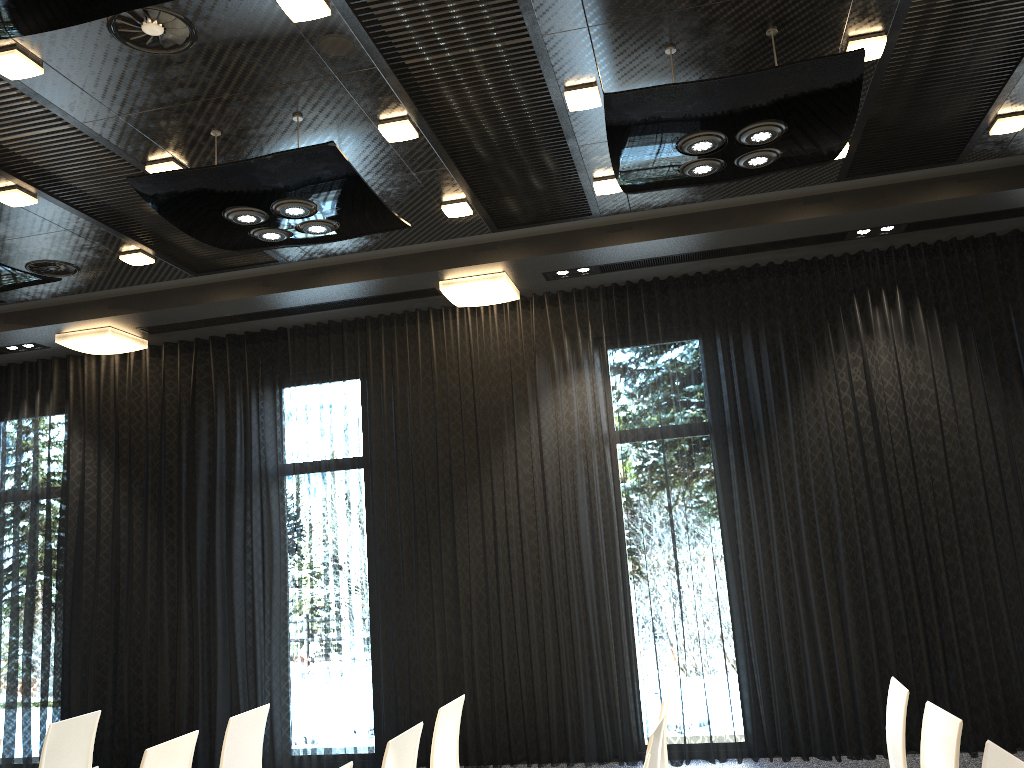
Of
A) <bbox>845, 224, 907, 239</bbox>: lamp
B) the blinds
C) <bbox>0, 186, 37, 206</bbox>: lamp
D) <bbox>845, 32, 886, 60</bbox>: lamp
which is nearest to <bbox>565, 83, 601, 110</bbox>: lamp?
<bbox>845, 32, 886, 60</bbox>: lamp

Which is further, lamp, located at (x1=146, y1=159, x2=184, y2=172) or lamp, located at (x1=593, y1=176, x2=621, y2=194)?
lamp, located at (x1=593, y1=176, x2=621, y2=194)

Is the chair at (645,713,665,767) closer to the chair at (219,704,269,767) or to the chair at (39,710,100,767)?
the chair at (219,704,269,767)

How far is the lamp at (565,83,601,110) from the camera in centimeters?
423cm

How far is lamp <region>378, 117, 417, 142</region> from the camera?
4.4m

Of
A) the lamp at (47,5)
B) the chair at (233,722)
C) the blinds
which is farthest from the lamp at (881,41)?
the chair at (233,722)

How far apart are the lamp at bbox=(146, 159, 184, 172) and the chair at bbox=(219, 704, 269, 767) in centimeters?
280cm

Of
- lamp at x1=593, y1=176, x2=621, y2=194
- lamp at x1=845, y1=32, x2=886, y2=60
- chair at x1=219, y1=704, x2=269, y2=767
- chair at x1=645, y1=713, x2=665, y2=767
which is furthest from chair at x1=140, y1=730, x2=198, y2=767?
lamp at x1=845, y1=32, x2=886, y2=60

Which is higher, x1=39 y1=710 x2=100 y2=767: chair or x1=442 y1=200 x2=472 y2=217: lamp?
x1=442 y1=200 x2=472 y2=217: lamp

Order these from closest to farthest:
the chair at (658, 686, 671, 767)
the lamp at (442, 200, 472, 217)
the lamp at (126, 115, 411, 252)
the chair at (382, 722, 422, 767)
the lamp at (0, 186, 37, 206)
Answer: the chair at (382, 722, 422, 767)
the chair at (658, 686, 671, 767)
the lamp at (126, 115, 411, 252)
the lamp at (0, 186, 37, 206)
the lamp at (442, 200, 472, 217)
